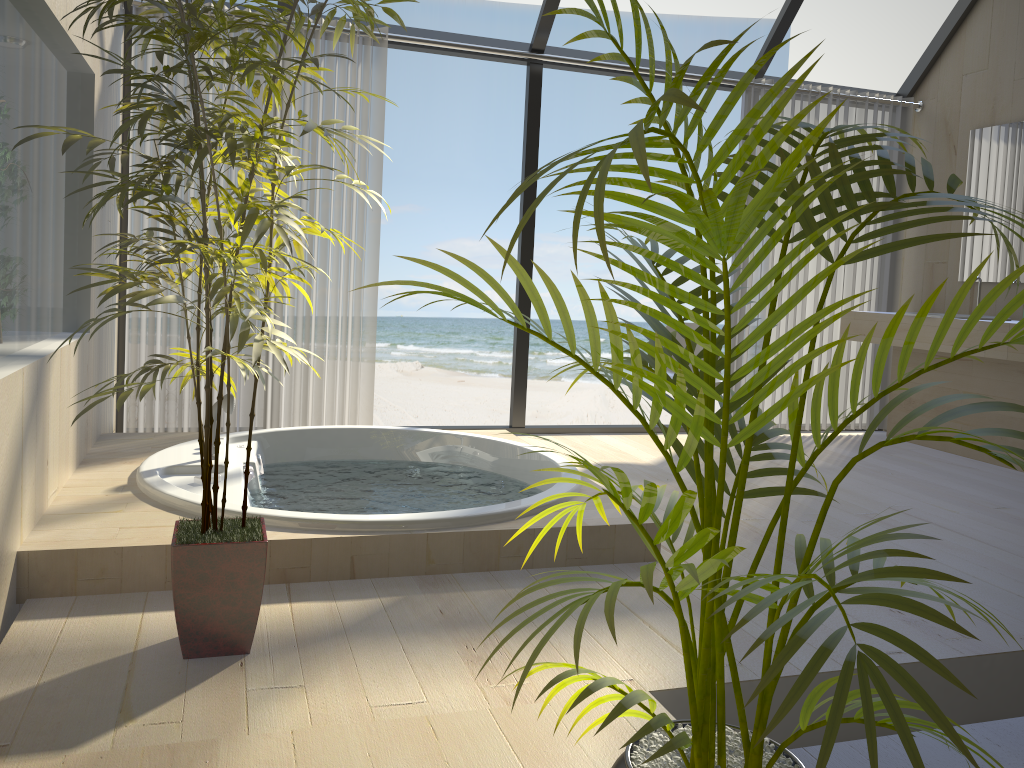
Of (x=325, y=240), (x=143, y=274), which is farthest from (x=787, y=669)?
(x=325, y=240)

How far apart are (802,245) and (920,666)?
1.68m

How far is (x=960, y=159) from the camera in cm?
513

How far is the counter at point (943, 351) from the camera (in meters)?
4.58

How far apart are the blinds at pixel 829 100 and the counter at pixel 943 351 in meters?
0.1

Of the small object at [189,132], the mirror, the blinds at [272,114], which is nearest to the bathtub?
the small object at [189,132]

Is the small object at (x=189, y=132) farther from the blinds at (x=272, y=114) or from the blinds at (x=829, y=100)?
the blinds at (x=829, y=100)

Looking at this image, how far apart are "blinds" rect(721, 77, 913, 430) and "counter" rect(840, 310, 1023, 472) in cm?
9

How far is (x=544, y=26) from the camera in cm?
463

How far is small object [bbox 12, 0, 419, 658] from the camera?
1.8m
